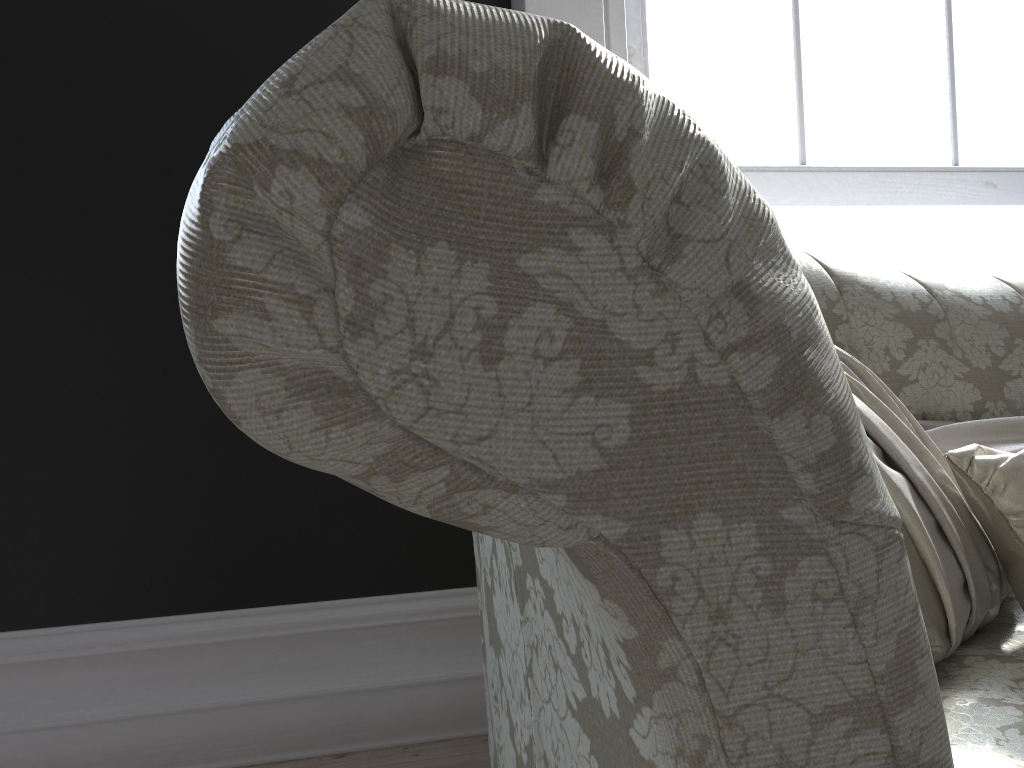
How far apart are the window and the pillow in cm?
96

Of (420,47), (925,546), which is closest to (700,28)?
(925,546)

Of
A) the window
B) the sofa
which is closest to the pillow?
the sofa

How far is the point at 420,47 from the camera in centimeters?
35cm

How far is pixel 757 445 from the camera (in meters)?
0.38

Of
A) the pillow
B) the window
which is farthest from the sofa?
the window

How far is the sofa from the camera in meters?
0.3 m

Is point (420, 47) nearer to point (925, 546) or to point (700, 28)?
point (925, 546)

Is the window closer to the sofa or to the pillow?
the sofa

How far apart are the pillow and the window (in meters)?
0.96
